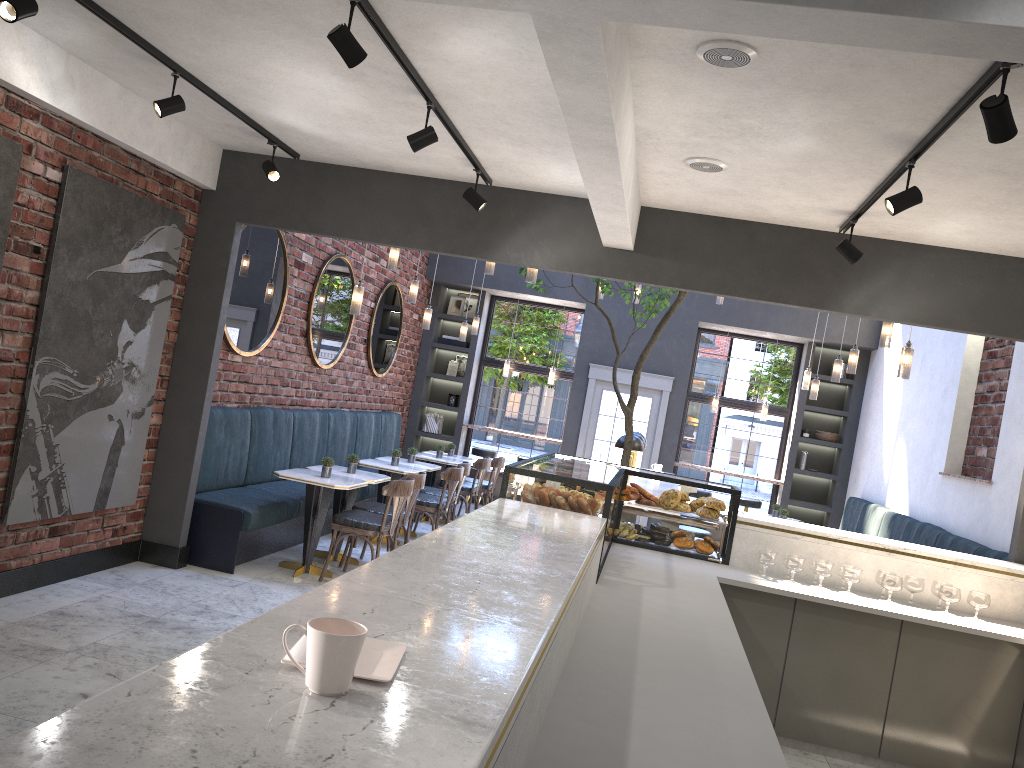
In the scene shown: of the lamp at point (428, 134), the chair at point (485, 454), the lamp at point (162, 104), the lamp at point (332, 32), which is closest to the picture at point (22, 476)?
the lamp at point (162, 104)

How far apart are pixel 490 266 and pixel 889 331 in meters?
3.2 m

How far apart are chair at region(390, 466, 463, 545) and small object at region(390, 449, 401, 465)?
0.42m

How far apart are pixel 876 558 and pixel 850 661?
0.7 meters

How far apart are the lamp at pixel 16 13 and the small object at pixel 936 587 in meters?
5.2

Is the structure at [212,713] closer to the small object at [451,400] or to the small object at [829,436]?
the small object at [829,436]

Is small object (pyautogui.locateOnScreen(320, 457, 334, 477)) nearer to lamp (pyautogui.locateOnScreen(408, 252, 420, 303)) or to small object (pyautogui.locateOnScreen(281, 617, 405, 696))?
lamp (pyautogui.locateOnScreen(408, 252, 420, 303))

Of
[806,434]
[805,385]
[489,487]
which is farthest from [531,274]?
[806,434]

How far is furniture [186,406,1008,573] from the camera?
6.4m

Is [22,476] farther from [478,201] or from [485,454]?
[485,454]
